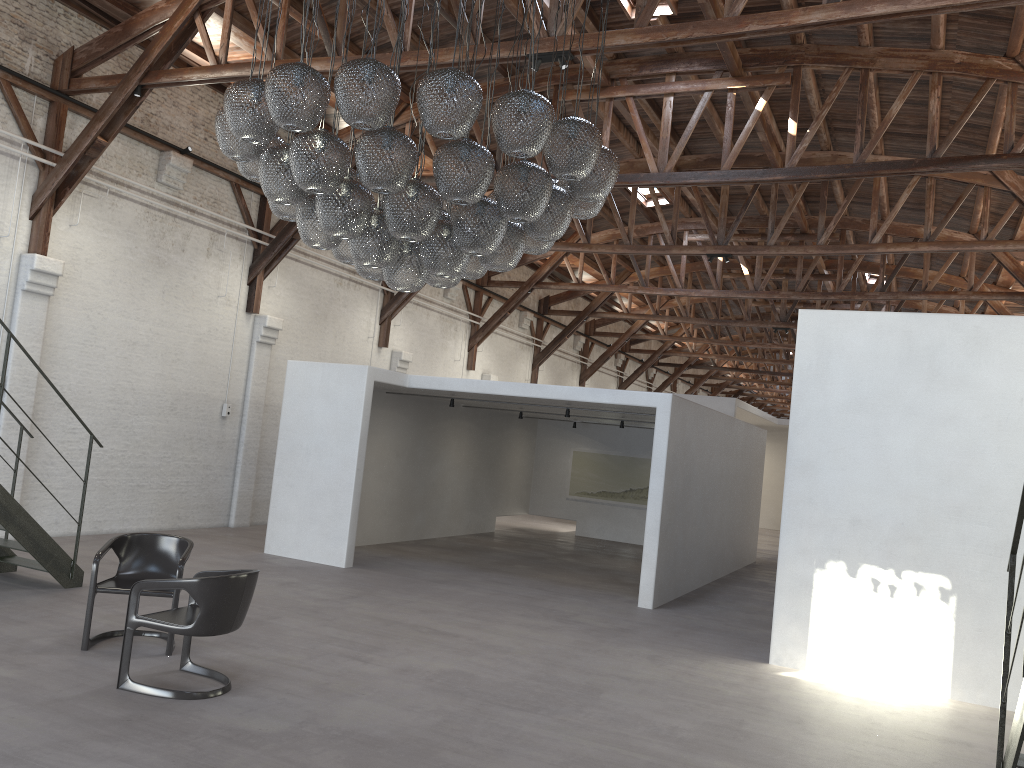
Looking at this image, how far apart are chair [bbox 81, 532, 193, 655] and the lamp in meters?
2.4

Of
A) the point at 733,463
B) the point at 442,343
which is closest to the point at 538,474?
the point at 442,343

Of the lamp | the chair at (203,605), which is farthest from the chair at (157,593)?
the lamp

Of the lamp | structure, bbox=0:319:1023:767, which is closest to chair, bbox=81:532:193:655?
structure, bbox=0:319:1023:767

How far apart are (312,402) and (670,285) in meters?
13.2

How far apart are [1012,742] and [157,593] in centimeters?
535cm

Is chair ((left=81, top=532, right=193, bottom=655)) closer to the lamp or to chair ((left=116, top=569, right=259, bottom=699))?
chair ((left=116, top=569, right=259, bottom=699))

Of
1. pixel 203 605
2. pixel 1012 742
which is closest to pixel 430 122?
pixel 203 605

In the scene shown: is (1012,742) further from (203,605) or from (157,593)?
(157,593)

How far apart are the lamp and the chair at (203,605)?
2.03m
